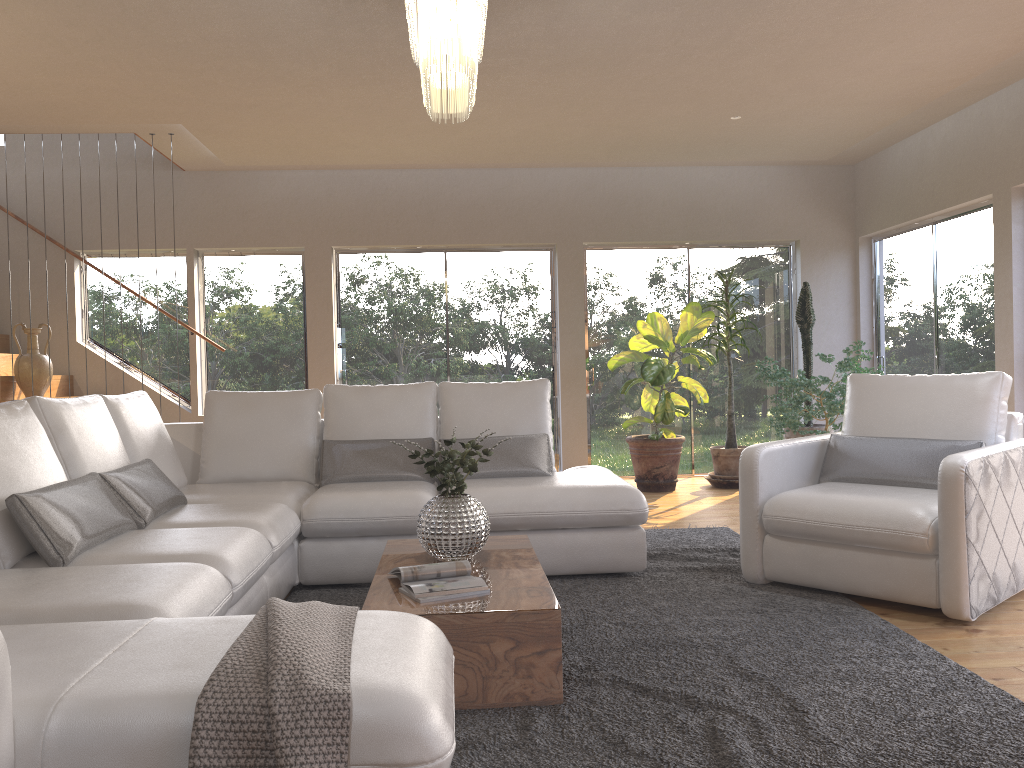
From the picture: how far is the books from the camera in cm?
281

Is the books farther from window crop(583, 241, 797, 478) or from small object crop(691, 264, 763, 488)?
window crop(583, 241, 797, 478)

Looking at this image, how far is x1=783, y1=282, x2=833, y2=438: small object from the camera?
7.4 meters

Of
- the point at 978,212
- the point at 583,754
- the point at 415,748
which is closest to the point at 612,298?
the point at 978,212

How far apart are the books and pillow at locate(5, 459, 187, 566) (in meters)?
1.00

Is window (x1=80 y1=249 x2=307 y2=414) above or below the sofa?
above

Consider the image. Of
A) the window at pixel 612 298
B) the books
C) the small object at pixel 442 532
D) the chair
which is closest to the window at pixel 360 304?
the window at pixel 612 298

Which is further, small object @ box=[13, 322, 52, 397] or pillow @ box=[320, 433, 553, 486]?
small object @ box=[13, 322, 52, 397]

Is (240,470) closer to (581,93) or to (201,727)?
(581,93)

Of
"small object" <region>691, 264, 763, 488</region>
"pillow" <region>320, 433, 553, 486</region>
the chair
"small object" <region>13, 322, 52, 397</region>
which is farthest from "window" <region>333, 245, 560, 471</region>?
the chair
